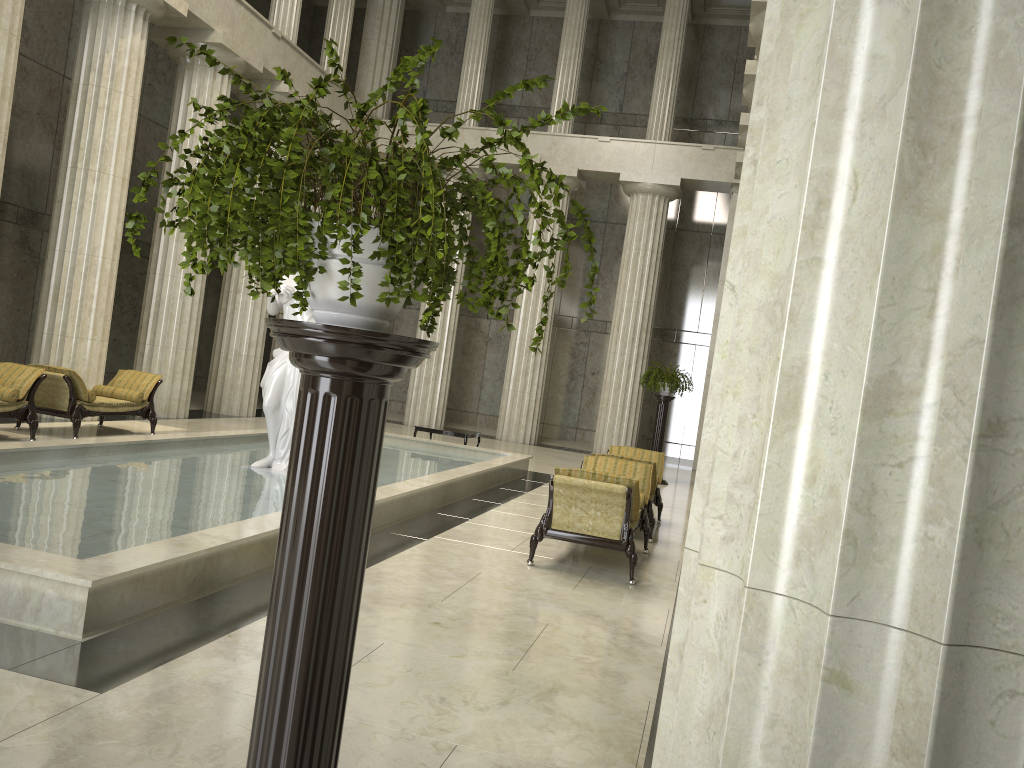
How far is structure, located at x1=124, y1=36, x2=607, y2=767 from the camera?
1.9m

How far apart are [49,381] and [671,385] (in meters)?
10.68

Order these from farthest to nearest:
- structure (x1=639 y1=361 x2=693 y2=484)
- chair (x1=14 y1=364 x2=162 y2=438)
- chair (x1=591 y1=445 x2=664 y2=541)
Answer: structure (x1=639 y1=361 x2=693 y2=484) → chair (x1=14 y1=364 x2=162 y2=438) → chair (x1=591 y1=445 x2=664 y2=541)

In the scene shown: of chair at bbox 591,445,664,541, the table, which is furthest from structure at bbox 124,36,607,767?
the table

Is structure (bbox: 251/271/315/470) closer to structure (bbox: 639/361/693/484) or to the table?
the table

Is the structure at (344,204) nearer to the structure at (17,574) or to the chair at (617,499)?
the structure at (17,574)

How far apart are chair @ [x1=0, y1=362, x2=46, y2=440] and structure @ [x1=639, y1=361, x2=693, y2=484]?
10.4 meters

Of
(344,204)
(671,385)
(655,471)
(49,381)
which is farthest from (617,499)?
(671,385)

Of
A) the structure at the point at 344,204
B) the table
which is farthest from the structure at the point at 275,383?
the structure at the point at 344,204

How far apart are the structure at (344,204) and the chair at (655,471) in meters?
7.7
